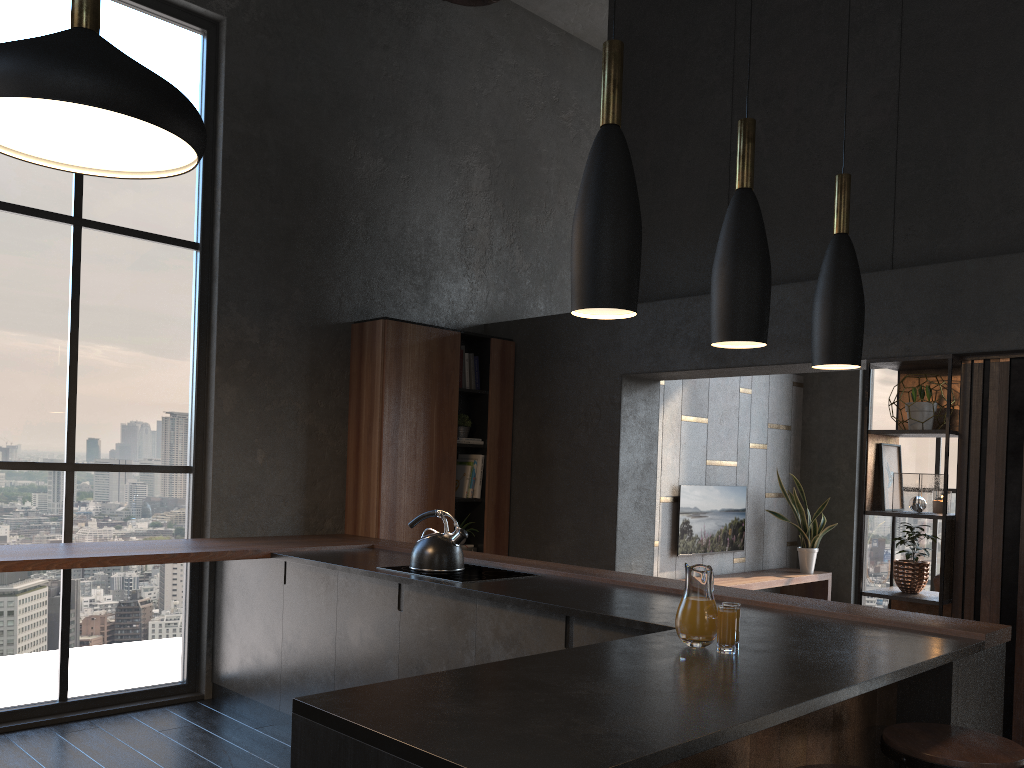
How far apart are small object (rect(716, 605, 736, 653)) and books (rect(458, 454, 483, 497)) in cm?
184

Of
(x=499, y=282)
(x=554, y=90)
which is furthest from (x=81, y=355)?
(x=554, y=90)

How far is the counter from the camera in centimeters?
159cm

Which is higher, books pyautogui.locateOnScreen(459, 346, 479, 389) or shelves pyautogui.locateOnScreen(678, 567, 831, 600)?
books pyautogui.locateOnScreen(459, 346, 479, 389)

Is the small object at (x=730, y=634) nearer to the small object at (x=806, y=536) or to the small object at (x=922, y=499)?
the small object at (x=806, y=536)

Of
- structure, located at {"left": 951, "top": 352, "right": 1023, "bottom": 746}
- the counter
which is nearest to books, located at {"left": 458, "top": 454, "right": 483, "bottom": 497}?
the counter

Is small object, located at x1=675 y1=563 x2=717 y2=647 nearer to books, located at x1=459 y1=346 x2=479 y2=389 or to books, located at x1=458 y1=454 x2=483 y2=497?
books, located at x1=458 y1=454 x2=483 y2=497

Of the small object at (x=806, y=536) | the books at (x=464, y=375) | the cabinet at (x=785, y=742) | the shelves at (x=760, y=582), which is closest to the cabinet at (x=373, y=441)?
the books at (x=464, y=375)

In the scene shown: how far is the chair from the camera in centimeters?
216cm

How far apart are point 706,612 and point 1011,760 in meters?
1.0 m
